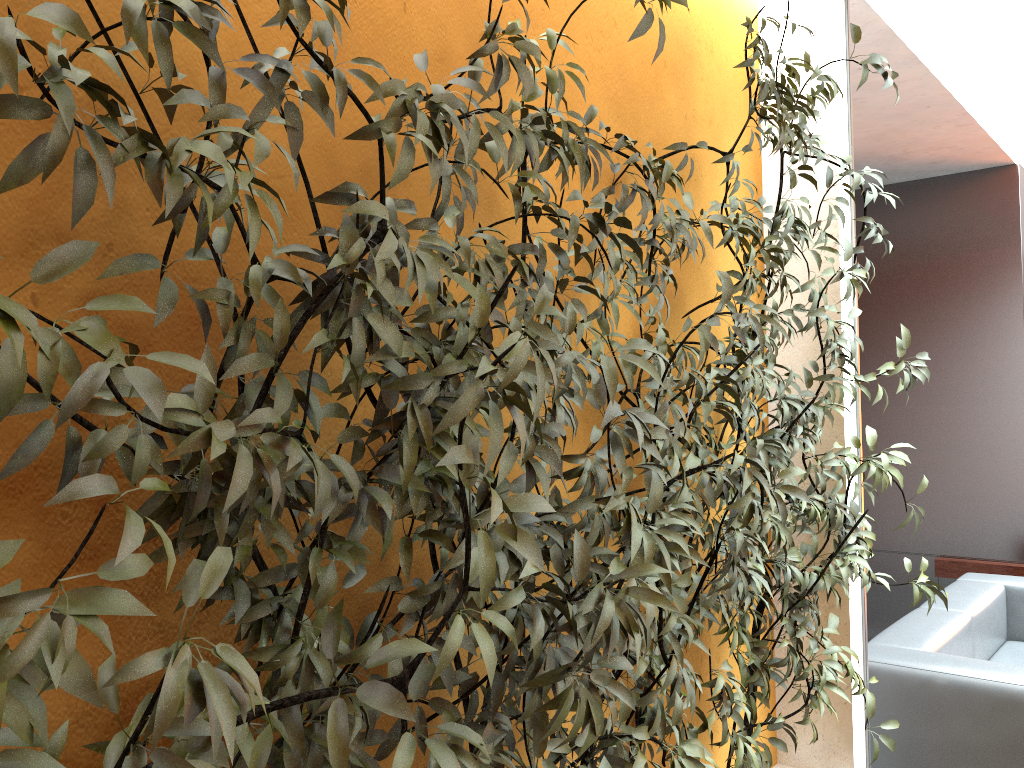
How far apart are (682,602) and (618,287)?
0.6 meters

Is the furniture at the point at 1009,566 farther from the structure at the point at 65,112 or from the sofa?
the structure at the point at 65,112

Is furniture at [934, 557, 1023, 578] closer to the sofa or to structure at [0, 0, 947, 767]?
the sofa

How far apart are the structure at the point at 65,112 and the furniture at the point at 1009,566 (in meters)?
3.26

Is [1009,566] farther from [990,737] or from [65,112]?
[65,112]

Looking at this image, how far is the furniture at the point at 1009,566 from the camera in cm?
525

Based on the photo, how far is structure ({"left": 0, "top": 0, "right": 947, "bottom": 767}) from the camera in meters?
0.8 m

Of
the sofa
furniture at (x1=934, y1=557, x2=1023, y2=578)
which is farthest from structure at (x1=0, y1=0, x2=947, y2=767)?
furniture at (x1=934, y1=557, x2=1023, y2=578)

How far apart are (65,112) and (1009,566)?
5.7m

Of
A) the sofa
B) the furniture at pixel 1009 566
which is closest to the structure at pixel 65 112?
the sofa
